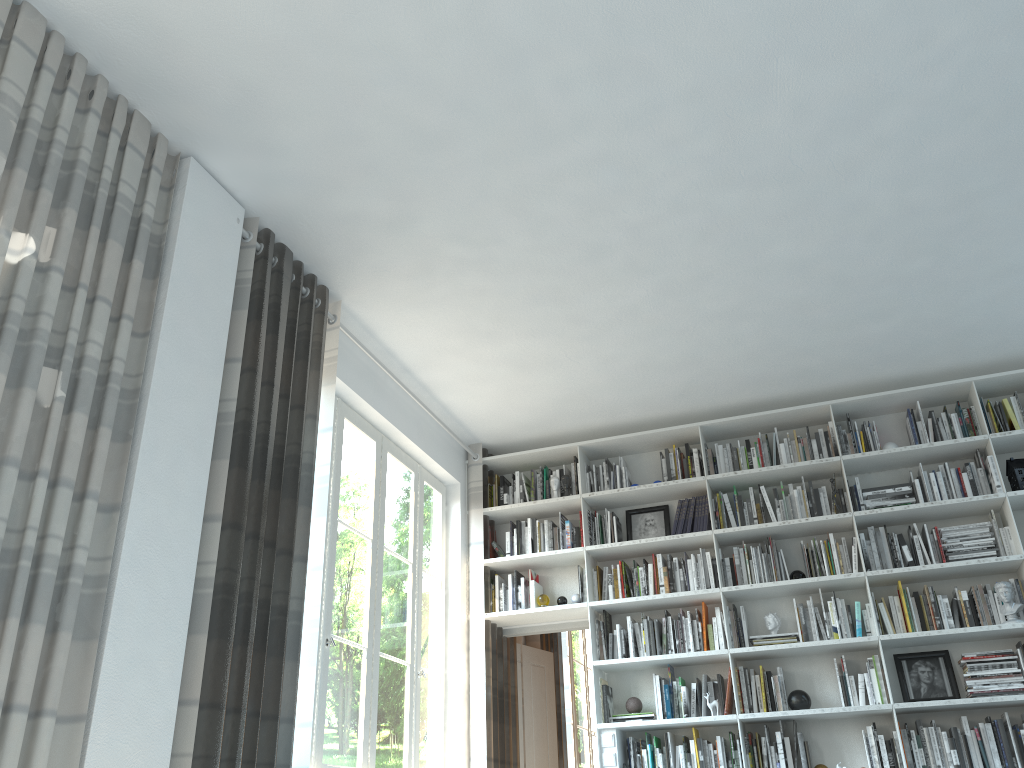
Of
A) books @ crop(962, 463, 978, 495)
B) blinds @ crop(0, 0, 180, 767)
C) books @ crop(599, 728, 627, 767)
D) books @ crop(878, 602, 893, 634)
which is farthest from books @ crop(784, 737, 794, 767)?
blinds @ crop(0, 0, 180, 767)

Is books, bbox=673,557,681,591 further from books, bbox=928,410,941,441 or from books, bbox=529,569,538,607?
books, bbox=928,410,941,441

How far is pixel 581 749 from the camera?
8.23m

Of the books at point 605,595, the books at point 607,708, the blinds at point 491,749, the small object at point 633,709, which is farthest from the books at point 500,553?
the small object at point 633,709

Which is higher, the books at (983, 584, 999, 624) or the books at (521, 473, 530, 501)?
the books at (521, 473, 530, 501)

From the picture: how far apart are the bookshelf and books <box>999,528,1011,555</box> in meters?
0.1 m

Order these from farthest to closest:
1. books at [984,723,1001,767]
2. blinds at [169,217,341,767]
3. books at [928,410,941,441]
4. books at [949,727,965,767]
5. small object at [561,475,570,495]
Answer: small object at [561,475,570,495], books at [928,410,941,441], books at [949,727,965,767], books at [984,723,1001,767], blinds at [169,217,341,767]

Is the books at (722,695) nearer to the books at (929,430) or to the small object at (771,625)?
the small object at (771,625)

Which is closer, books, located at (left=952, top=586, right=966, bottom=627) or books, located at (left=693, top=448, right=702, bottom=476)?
books, located at (left=952, top=586, right=966, bottom=627)

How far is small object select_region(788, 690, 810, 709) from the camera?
5.11m
